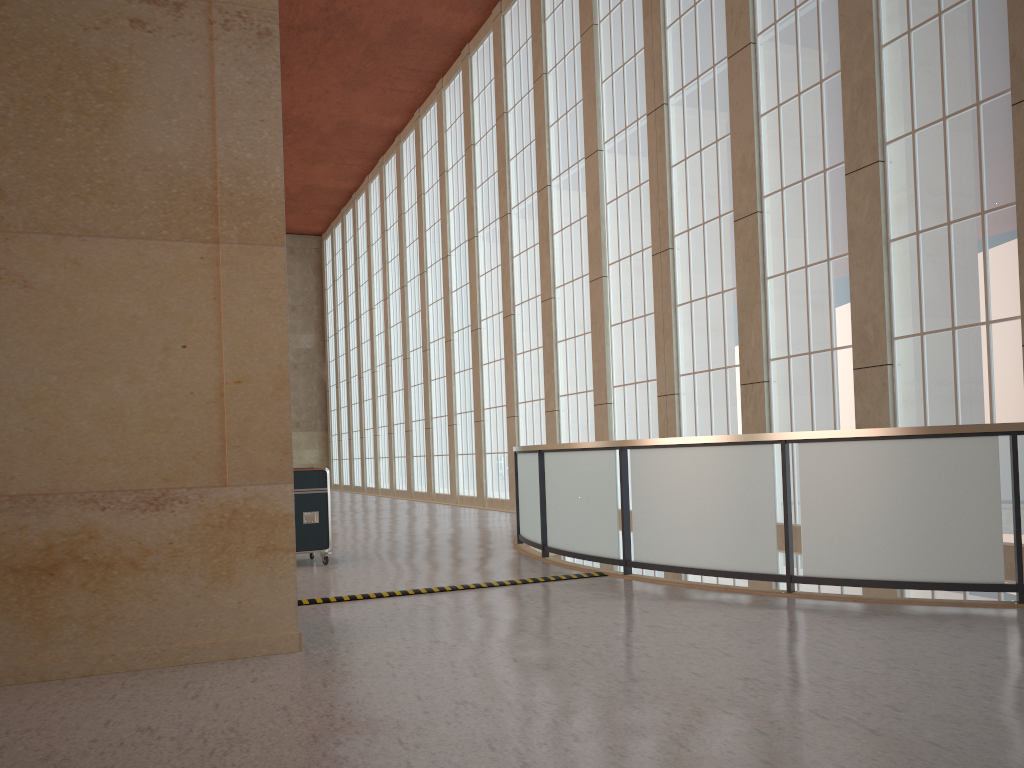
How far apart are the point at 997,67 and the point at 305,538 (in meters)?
12.79

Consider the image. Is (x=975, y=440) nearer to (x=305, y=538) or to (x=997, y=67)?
(x=997, y=67)

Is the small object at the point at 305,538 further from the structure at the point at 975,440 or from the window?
the window

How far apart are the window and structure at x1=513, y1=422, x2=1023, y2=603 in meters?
5.2 m

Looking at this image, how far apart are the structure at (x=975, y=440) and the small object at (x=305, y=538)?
3.21m

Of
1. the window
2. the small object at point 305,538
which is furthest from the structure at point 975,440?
the window

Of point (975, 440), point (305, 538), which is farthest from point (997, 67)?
point (305, 538)

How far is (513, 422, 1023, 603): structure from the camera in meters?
8.7

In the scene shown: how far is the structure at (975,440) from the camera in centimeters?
868cm

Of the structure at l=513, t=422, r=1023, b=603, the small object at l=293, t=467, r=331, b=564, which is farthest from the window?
the small object at l=293, t=467, r=331, b=564
